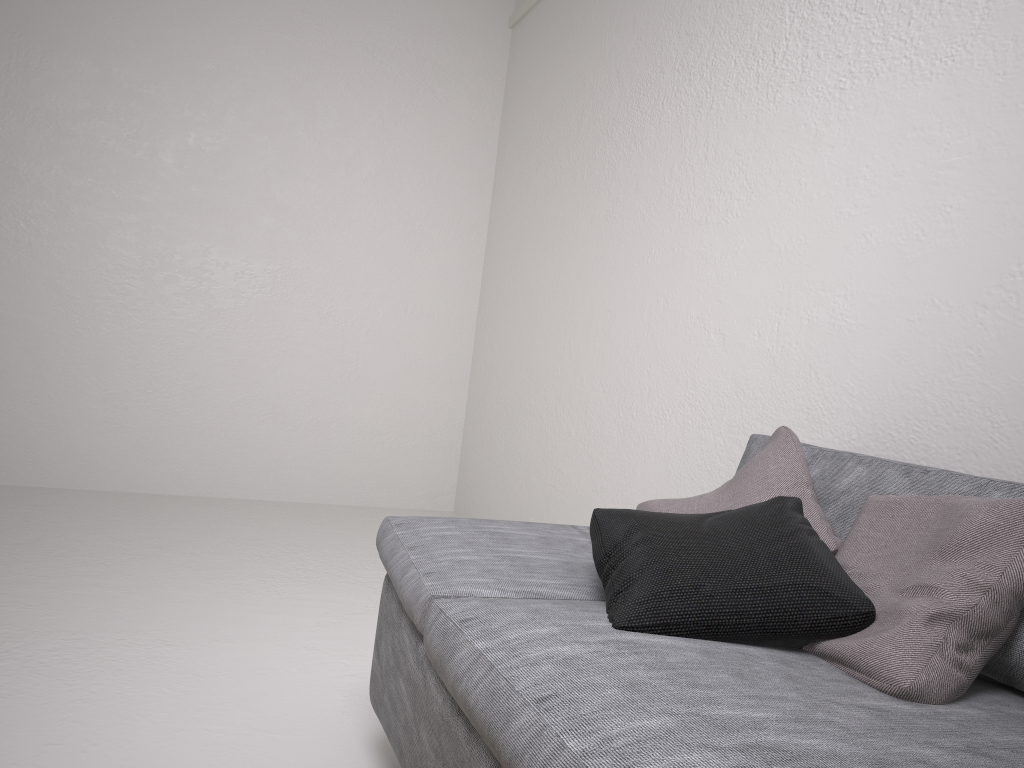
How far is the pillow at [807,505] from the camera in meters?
1.7

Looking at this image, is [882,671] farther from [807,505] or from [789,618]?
[807,505]

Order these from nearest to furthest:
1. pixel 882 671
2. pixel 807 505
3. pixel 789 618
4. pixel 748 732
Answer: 1. pixel 748 732
2. pixel 882 671
3. pixel 789 618
4. pixel 807 505

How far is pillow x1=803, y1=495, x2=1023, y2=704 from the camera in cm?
120

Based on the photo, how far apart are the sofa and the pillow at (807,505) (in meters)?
0.06

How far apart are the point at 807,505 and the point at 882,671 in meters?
0.5 m

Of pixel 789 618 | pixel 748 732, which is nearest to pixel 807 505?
pixel 789 618

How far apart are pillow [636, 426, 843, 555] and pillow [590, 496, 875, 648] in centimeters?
2cm

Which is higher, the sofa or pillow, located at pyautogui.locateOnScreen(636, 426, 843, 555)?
pillow, located at pyautogui.locateOnScreen(636, 426, 843, 555)

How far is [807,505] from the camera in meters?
1.7 m
